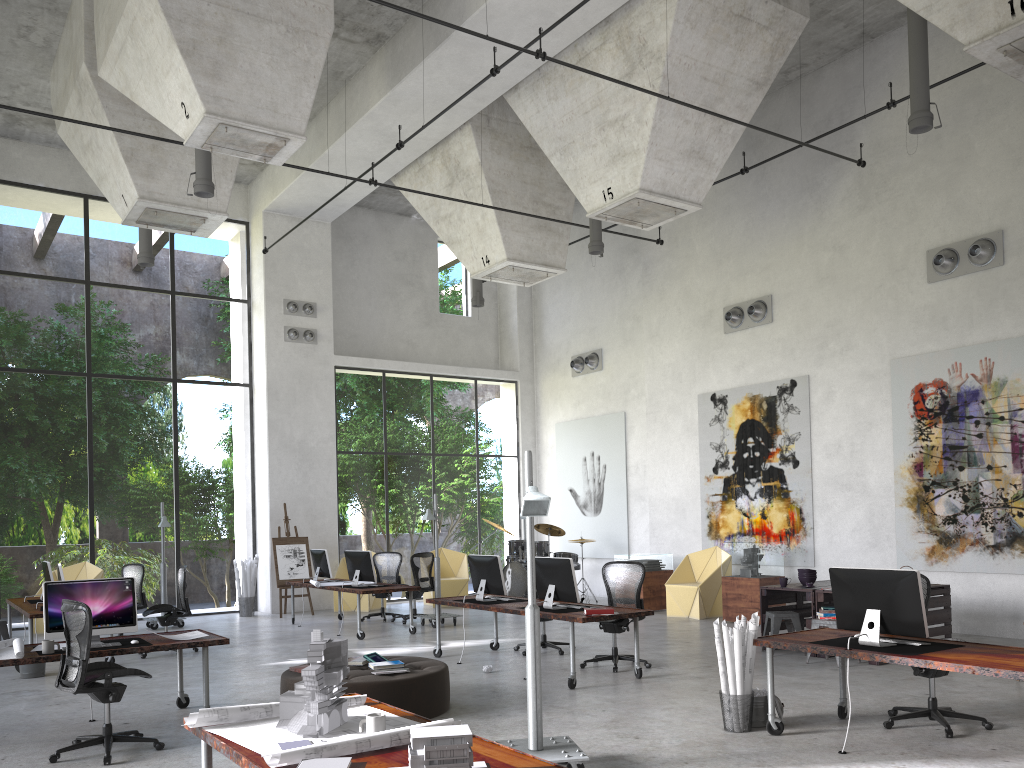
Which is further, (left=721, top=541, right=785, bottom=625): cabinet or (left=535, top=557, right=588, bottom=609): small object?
(left=721, top=541, right=785, bottom=625): cabinet

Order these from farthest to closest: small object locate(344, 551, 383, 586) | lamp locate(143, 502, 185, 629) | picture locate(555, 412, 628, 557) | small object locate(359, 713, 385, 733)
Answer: picture locate(555, 412, 628, 557) < lamp locate(143, 502, 185, 629) < small object locate(344, 551, 383, 586) < small object locate(359, 713, 385, 733)

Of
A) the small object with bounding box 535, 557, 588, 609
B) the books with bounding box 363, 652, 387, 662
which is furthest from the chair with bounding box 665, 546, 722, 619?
the books with bounding box 363, 652, 387, 662

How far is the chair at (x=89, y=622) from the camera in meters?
6.2 m

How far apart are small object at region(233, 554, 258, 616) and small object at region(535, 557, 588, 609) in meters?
8.5

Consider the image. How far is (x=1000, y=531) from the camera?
11.3 meters

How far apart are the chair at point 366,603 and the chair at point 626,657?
7.6 meters

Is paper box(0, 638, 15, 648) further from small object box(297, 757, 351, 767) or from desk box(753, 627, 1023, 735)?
desk box(753, 627, 1023, 735)

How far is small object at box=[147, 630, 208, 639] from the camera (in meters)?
7.59

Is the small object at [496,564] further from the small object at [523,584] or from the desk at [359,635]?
the small object at [523,584]
